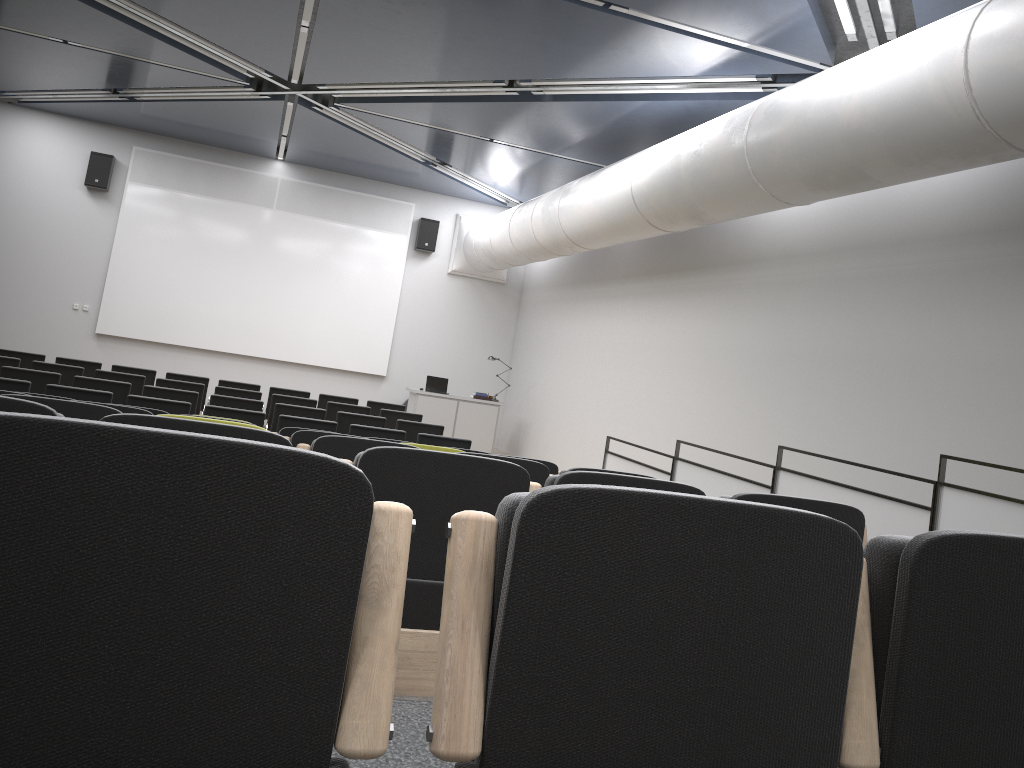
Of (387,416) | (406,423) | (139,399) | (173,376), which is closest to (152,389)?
(139,399)

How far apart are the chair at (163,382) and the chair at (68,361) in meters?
1.6 m

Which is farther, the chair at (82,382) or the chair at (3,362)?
the chair at (3,362)

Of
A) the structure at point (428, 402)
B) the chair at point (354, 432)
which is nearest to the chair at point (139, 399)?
the chair at point (354, 432)

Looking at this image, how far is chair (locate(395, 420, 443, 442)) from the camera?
10.0m

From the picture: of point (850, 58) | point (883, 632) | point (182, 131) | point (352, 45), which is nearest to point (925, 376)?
point (850, 58)

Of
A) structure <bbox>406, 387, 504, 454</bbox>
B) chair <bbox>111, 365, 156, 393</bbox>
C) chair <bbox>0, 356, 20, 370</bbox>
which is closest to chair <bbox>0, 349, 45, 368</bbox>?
chair <bbox>111, 365, 156, 393</bbox>

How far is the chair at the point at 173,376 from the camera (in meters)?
11.72

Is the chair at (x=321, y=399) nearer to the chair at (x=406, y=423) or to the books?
the chair at (x=406, y=423)

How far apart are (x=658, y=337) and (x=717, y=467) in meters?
2.4 m
